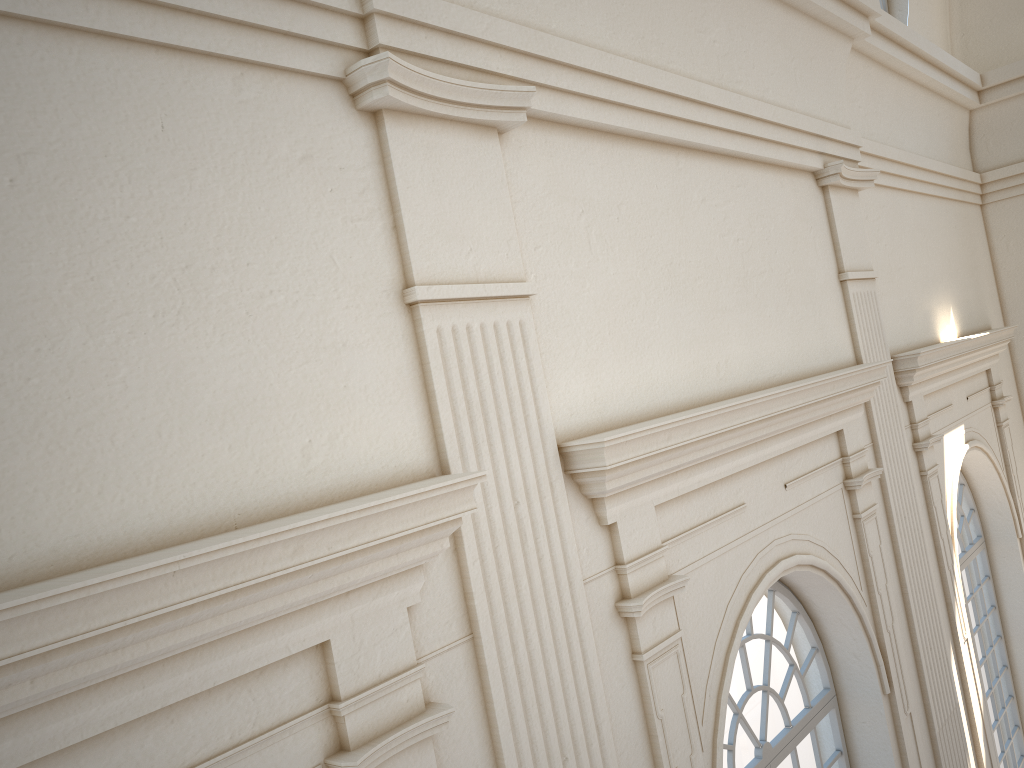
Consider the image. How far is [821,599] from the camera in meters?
5.7 m
